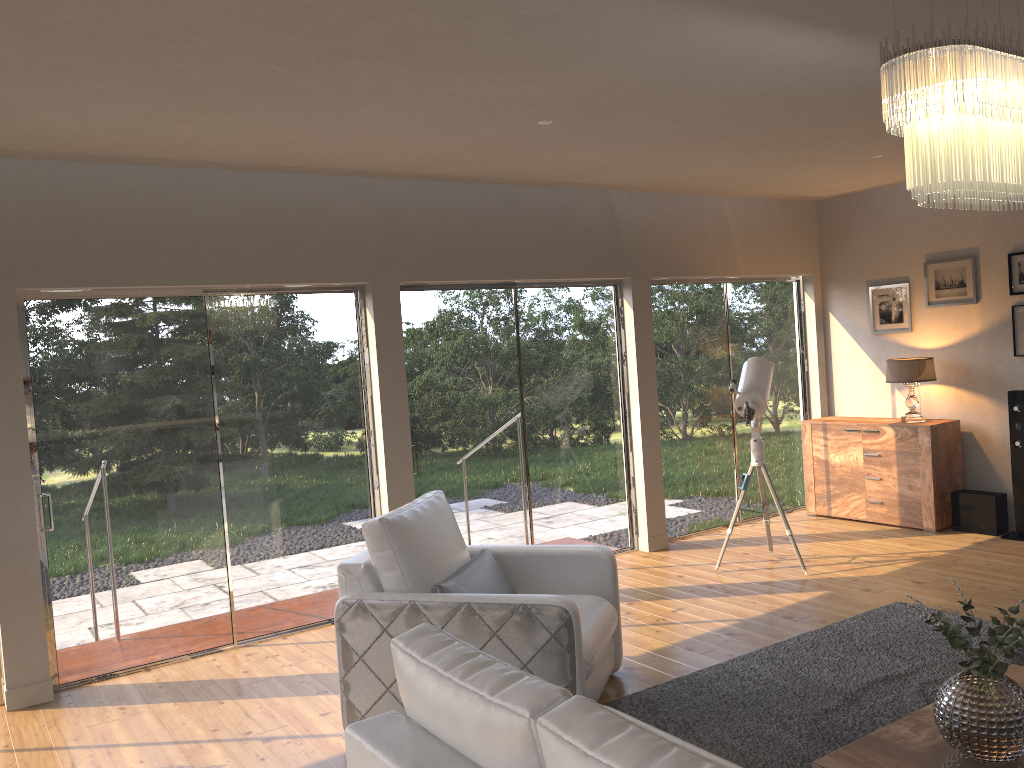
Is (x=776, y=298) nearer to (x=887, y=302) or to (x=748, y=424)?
(x=887, y=302)

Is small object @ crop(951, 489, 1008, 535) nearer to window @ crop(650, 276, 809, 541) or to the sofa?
window @ crop(650, 276, 809, 541)

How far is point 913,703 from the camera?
3.8m

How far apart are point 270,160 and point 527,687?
3.7 meters

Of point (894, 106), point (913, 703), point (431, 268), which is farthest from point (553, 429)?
point (894, 106)

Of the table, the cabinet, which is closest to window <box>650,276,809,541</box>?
the cabinet

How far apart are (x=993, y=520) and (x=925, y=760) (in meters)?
4.57

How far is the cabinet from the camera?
6.9 meters

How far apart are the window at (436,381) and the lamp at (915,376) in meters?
2.1 m

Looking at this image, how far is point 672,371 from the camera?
7.2 meters
